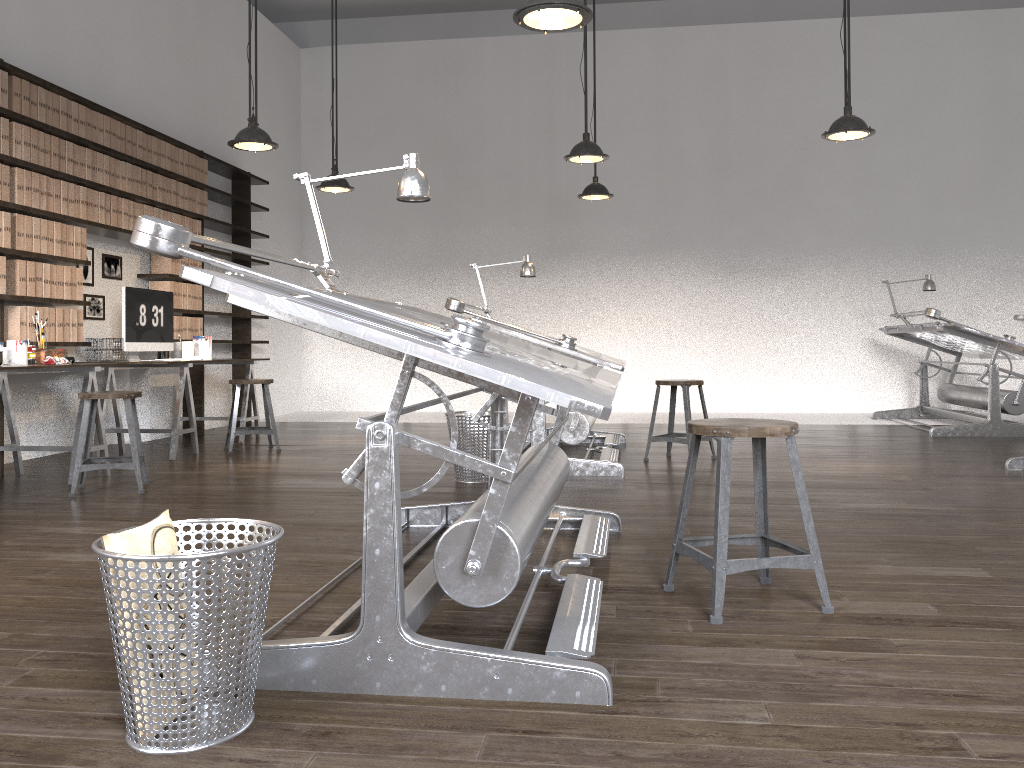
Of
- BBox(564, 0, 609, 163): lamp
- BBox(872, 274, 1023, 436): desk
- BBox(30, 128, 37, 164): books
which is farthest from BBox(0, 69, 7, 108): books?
BBox(872, 274, 1023, 436): desk

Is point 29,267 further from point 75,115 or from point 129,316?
point 75,115

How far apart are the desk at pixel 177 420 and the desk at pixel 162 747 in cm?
293

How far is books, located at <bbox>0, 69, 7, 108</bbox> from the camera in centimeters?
514cm

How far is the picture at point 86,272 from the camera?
6.36m

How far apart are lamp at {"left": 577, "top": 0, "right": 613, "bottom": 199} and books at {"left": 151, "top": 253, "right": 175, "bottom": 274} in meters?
3.4 m

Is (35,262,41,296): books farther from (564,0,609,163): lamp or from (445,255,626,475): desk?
(564,0,609,163): lamp

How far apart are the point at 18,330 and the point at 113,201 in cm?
135

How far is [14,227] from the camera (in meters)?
5.28

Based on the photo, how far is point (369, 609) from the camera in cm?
192
